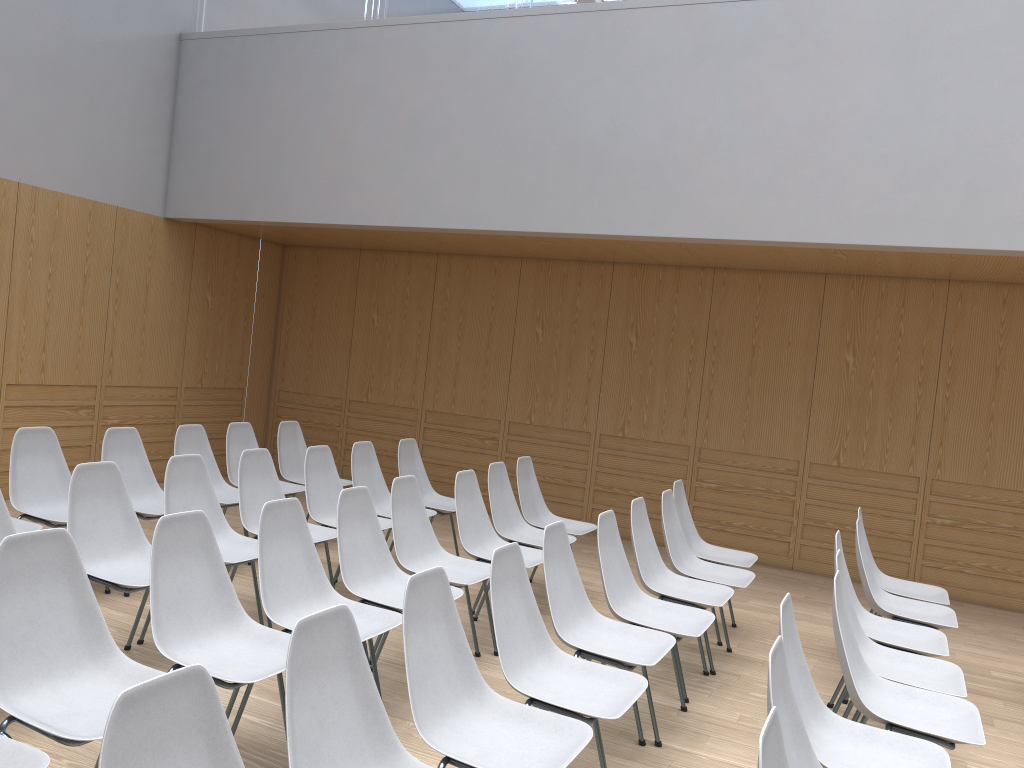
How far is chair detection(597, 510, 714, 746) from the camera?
3.84m

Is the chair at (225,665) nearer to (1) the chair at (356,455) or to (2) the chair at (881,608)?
(1) the chair at (356,455)

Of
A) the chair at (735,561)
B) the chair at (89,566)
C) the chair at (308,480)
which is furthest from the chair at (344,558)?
the chair at (735,561)

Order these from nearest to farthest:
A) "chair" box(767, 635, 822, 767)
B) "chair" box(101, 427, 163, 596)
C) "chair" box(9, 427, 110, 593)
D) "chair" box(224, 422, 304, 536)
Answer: "chair" box(767, 635, 822, 767) → "chair" box(9, 427, 110, 593) → "chair" box(101, 427, 163, 596) → "chair" box(224, 422, 304, 536)

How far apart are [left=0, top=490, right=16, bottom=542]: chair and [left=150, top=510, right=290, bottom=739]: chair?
1.0m

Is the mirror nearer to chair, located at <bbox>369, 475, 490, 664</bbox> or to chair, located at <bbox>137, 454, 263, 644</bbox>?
chair, located at <bbox>369, 475, 490, 664</bbox>

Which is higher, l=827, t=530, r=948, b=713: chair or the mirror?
the mirror

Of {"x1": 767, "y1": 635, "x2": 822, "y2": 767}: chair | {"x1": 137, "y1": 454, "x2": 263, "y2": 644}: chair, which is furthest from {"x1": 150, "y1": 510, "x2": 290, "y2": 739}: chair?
{"x1": 767, "y1": 635, "x2": 822, "y2": 767}: chair

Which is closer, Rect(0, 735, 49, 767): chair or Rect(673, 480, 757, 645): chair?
Rect(0, 735, 49, 767): chair

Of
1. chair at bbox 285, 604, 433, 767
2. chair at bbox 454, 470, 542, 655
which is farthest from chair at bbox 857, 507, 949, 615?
chair at bbox 285, 604, 433, 767
